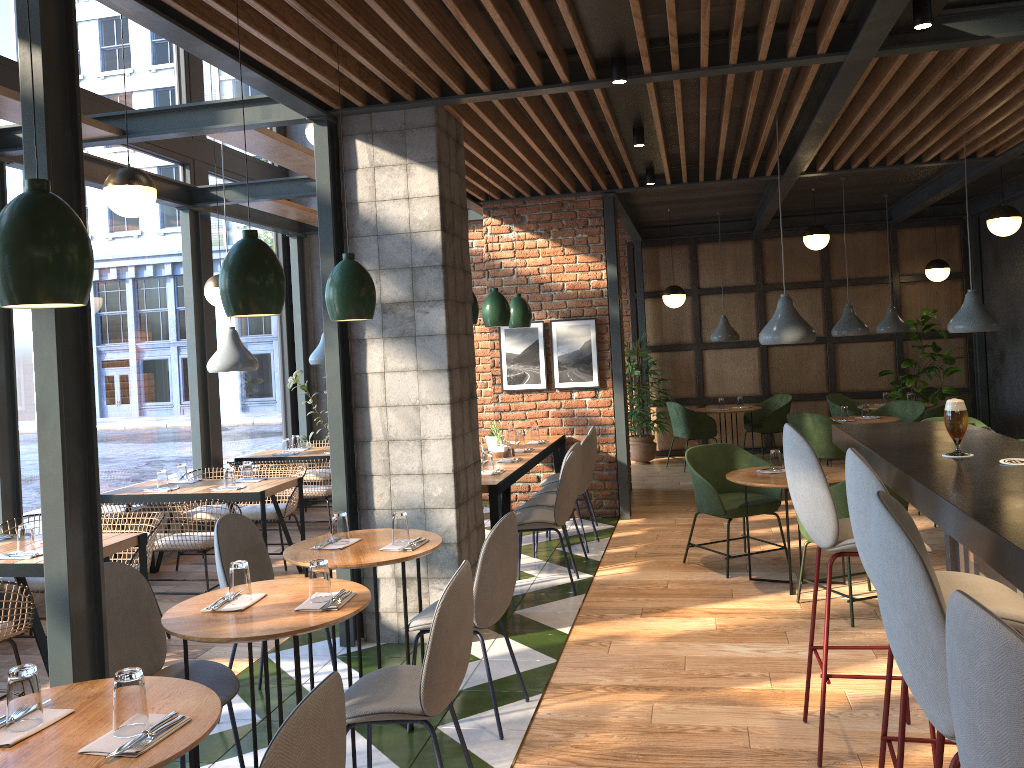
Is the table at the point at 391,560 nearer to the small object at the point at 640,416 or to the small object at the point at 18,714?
the small object at the point at 18,714

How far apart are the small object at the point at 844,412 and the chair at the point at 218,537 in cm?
631

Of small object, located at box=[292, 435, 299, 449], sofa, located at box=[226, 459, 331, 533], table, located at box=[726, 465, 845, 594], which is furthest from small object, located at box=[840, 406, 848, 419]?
small object, located at box=[292, 435, 299, 449]

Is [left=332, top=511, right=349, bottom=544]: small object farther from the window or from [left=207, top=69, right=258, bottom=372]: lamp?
the window

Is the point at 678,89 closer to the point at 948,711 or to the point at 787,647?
the point at 787,647

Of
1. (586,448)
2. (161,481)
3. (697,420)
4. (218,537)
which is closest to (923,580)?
(218,537)

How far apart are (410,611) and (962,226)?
9.4m

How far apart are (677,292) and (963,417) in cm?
755

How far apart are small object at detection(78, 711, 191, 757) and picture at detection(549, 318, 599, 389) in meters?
6.1

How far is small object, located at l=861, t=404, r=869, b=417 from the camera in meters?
8.9
